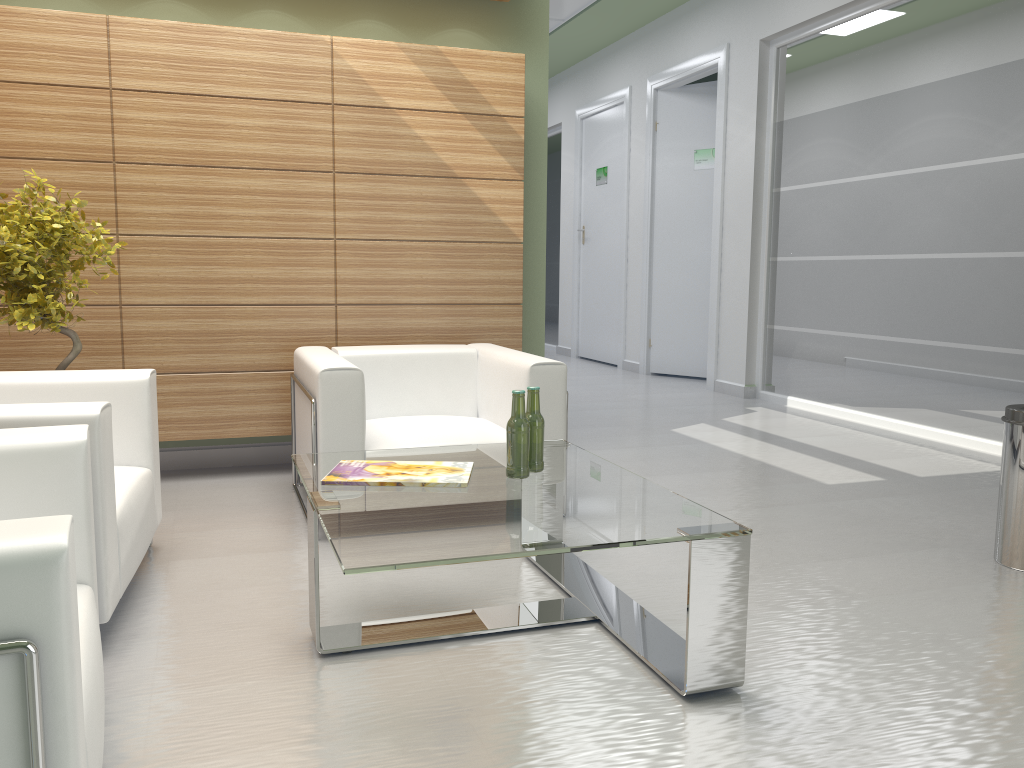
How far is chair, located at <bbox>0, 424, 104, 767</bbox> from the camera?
2.1 meters

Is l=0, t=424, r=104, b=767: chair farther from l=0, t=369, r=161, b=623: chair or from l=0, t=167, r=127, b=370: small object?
l=0, t=167, r=127, b=370: small object

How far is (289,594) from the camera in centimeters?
514cm

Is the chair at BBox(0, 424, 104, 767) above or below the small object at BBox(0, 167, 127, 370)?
below

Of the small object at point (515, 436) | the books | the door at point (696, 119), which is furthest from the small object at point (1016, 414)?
the door at point (696, 119)

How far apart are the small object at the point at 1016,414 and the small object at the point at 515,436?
3.2 meters

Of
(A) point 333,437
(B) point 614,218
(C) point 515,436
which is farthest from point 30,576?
(B) point 614,218

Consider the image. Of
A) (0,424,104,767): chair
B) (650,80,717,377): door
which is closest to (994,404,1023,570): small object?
(0,424,104,767): chair

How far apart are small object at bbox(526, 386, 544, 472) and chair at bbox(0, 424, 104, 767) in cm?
223

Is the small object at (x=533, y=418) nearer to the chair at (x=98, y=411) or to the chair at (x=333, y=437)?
the chair at (x=333, y=437)
